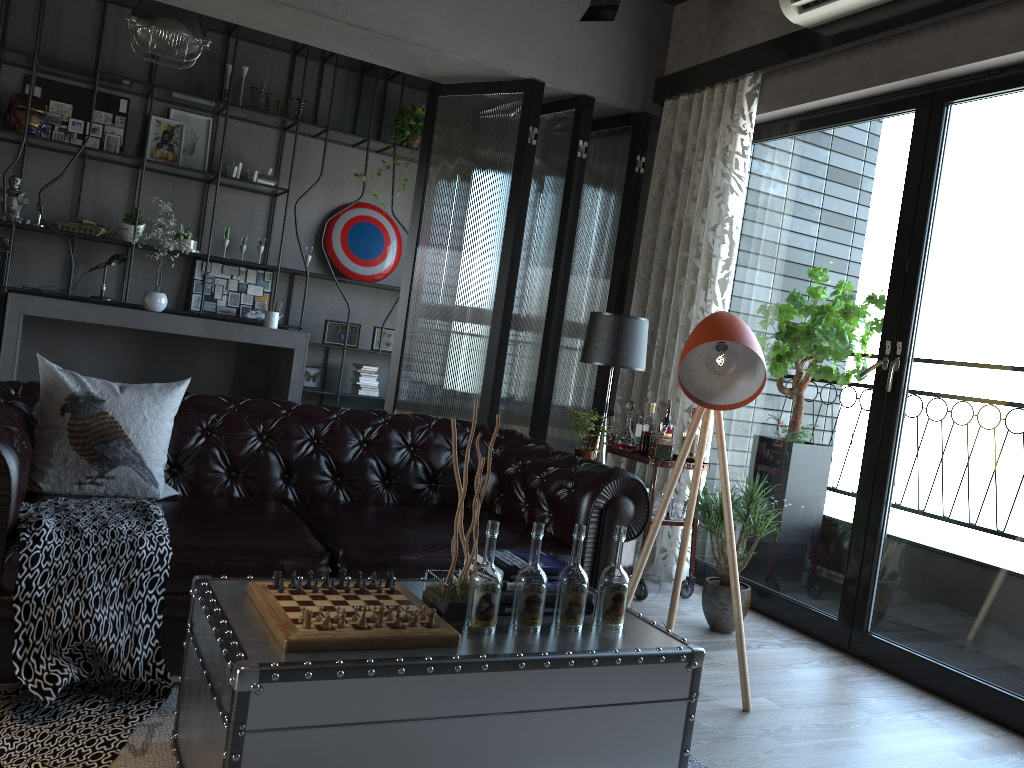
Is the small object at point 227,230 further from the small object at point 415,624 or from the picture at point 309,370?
the small object at point 415,624

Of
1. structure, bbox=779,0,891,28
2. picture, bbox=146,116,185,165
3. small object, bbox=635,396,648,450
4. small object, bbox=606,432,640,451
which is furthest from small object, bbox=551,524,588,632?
picture, bbox=146,116,185,165

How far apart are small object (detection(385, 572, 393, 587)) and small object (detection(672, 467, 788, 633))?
2.0 meters

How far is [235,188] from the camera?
7.6 meters

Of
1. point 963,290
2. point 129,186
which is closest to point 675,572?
point 963,290

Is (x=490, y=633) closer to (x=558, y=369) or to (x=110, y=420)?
(x=110, y=420)

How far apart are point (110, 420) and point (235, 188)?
4.9 meters

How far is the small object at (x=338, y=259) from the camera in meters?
7.9

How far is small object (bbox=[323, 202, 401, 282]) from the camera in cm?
790

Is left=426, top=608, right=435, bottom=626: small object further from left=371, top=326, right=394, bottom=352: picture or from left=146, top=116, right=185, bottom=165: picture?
left=146, top=116, right=185, bottom=165: picture
